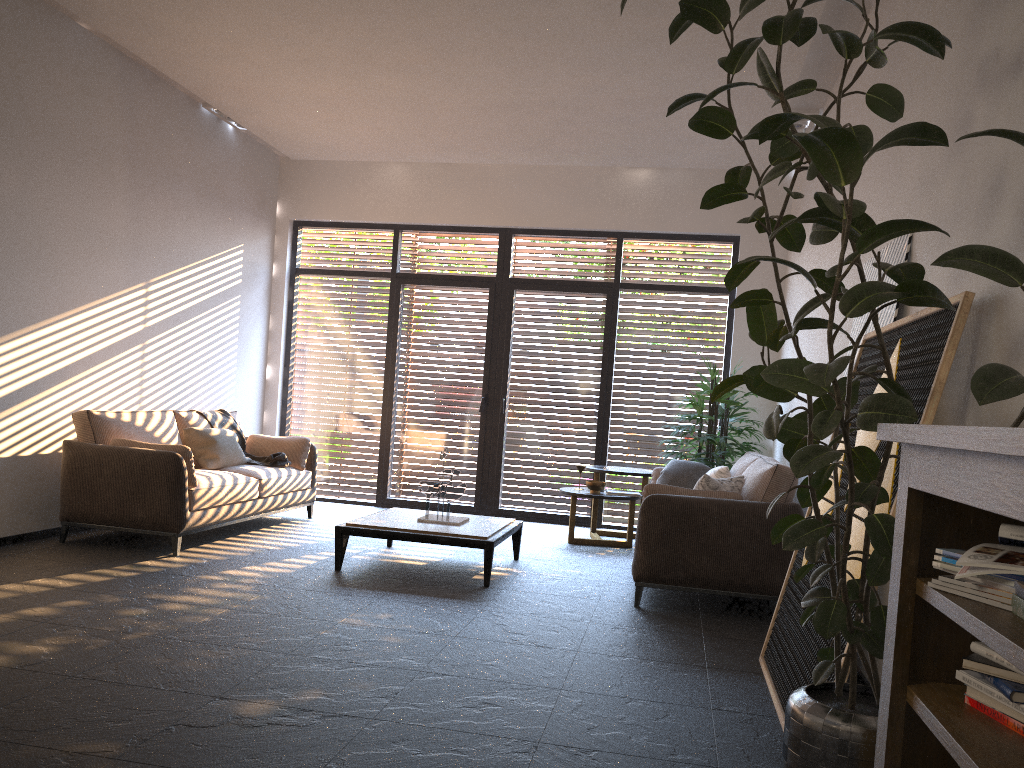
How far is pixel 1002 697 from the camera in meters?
1.6 m

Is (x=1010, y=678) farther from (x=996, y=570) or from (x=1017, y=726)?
(x=996, y=570)

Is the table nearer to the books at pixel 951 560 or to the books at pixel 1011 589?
the books at pixel 951 560

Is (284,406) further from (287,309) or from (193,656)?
(193,656)

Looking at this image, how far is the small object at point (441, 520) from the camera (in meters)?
6.00

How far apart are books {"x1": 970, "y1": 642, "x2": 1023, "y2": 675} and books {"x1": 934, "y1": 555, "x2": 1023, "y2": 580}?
0.2 meters

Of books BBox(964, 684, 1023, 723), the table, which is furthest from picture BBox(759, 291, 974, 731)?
the table

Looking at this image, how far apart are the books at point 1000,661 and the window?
6.9 meters

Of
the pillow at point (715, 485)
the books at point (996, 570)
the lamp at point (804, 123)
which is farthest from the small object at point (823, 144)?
the lamp at point (804, 123)

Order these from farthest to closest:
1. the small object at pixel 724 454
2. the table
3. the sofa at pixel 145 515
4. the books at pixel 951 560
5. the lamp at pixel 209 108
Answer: the lamp at pixel 209 108, the small object at pixel 724 454, the sofa at pixel 145 515, the table, the books at pixel 951 560
